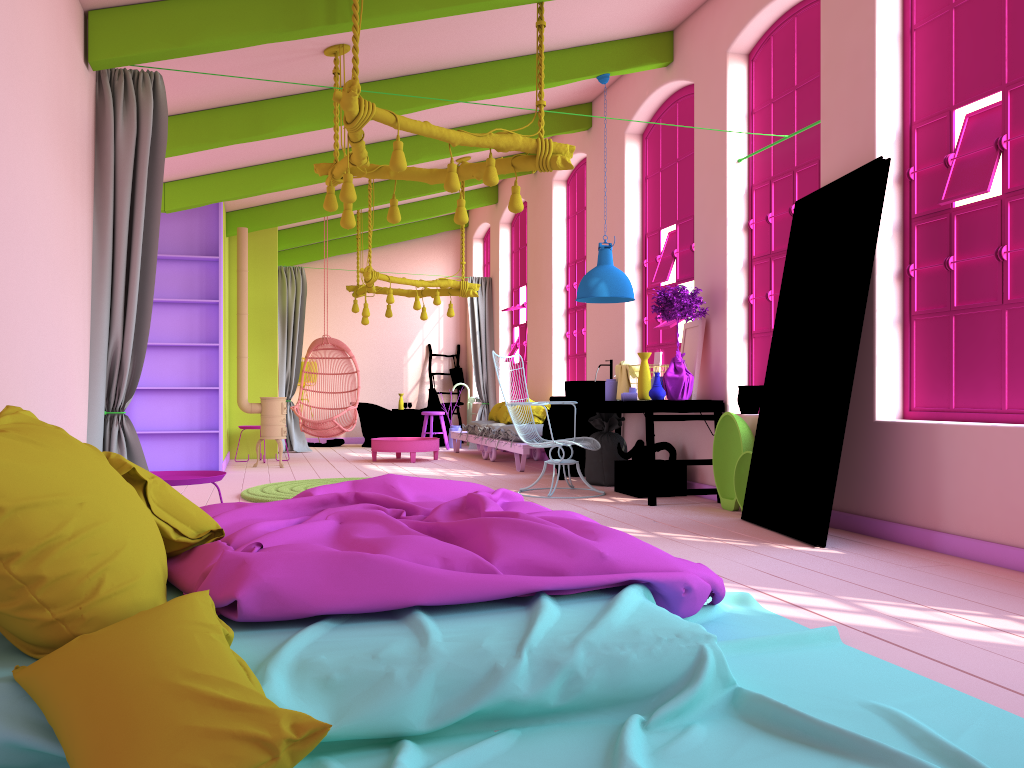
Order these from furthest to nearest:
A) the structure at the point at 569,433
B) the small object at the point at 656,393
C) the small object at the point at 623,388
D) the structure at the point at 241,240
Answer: the structure at the point at 241,240 < the structure at the point at 569,433 < the small object at the point at 623,388 < the small object at the point at 656,393

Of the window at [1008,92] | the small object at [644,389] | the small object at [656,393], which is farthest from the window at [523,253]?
the window at [1008,92]

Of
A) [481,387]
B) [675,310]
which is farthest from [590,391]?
[481,387]

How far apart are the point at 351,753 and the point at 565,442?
5.4m

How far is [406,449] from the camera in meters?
11.1

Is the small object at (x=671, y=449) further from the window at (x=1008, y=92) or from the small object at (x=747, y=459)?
the window at (x=1008, y=92)

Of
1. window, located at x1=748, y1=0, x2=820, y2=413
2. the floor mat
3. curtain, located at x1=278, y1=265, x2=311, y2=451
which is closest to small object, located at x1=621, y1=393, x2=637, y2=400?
window, located at x1=748, y1=0, x2=820, y2=413

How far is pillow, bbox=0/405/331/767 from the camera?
1.7 meters

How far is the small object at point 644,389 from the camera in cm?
714

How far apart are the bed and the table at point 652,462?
2.9m
